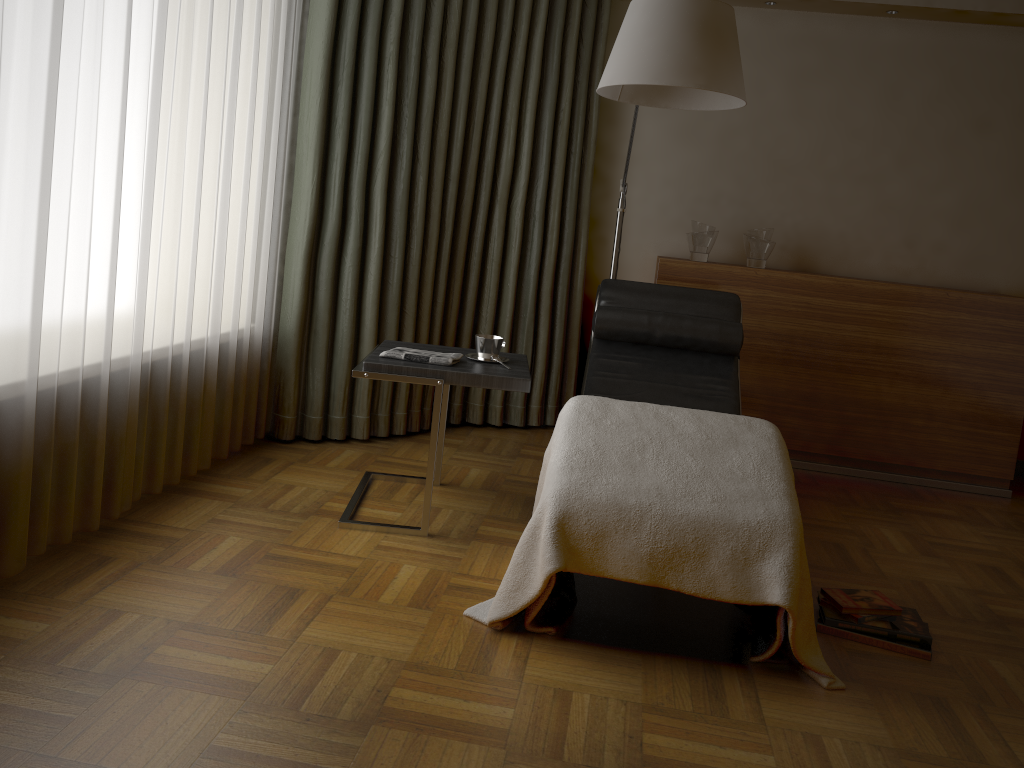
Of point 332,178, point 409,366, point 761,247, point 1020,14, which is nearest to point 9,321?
point 409,366

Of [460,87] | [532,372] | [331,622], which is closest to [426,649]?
[331,622]

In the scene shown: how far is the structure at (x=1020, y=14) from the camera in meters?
3.9

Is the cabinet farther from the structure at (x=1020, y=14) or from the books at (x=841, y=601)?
the books at (x=841, y=601)

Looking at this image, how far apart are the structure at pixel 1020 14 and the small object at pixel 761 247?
1.1 meters

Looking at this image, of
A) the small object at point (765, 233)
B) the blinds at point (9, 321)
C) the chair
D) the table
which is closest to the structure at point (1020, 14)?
the small object at point (765, 233)

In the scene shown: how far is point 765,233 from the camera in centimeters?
408cm

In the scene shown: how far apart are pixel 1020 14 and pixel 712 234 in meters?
1.6 m

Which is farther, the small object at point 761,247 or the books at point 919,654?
the small object at point 761,247

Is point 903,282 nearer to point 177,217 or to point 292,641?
point 177,217
